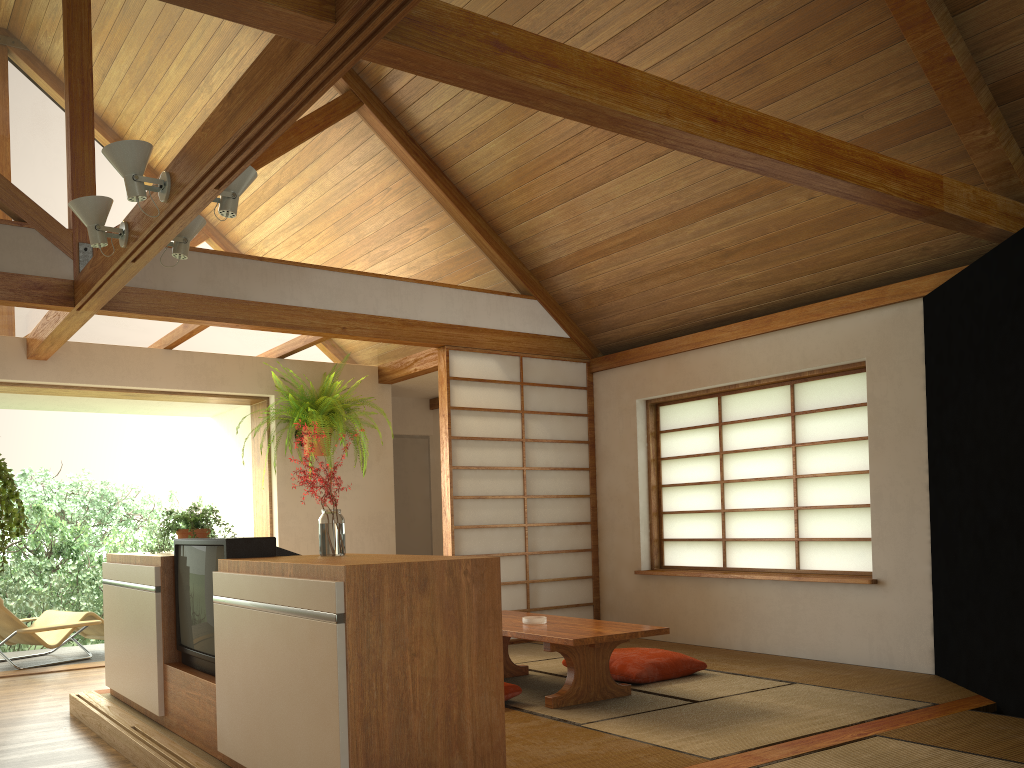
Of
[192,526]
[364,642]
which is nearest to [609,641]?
[364,642]

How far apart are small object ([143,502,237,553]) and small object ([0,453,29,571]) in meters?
2.6

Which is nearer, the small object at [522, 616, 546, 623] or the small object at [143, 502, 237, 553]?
the small object at [143, 502, 237, 553]

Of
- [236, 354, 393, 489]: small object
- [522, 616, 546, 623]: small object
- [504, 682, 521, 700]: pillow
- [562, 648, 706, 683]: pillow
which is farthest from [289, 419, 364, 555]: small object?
[236, 354, 393, 489]: small object

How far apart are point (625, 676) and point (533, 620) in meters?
0.6 m

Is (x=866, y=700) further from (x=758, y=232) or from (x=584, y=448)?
(x=584, y=448)

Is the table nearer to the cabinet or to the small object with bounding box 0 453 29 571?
the cabinet

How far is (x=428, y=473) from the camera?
8.3m

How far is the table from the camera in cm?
394

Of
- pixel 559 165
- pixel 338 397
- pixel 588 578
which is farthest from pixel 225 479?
pixel 559 165
